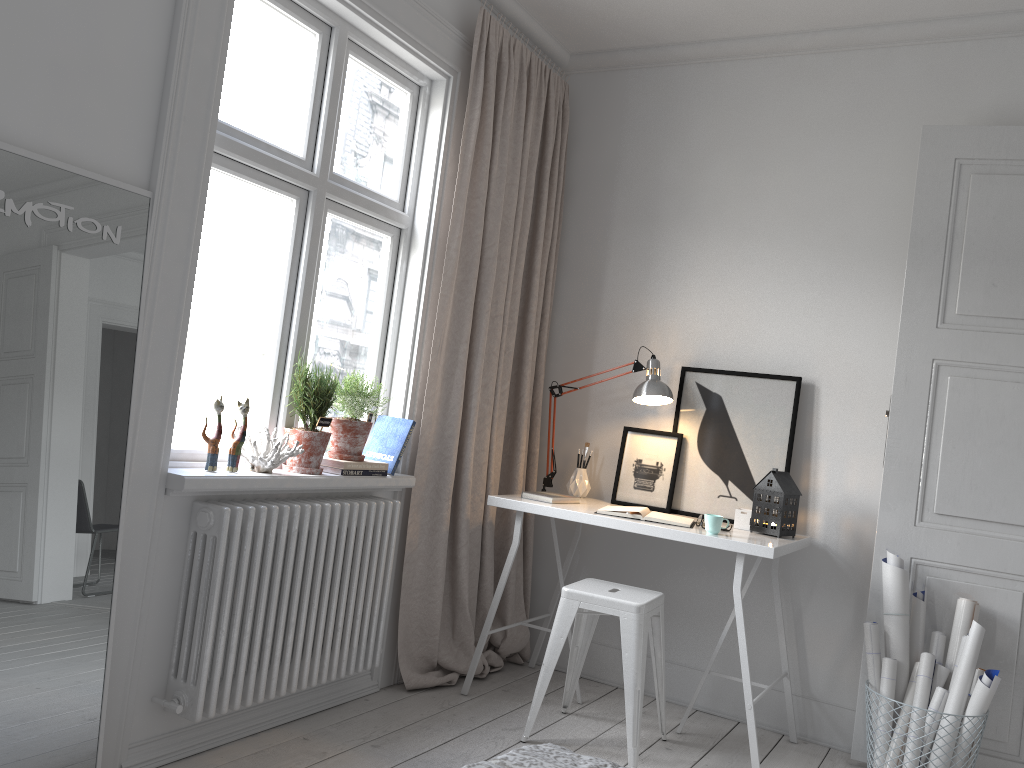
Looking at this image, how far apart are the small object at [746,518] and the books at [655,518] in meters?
0.2

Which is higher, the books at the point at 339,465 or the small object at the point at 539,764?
the books at the point at 339,465

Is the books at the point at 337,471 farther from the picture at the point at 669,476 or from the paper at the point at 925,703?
the paper at the point at 925,703

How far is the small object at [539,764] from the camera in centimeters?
130cm

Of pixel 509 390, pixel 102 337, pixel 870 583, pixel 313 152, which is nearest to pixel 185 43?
pixel 313 152

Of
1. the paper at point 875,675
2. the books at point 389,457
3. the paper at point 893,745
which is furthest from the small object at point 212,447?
the paper at point 893,745

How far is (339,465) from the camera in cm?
299

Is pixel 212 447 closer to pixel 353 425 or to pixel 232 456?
pixel 232 456

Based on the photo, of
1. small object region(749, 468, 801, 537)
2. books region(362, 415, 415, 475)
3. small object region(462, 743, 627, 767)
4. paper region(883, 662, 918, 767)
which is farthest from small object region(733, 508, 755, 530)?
small object region(462, 743, 627, 767)

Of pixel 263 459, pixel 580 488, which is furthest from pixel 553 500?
pixel 263 459
